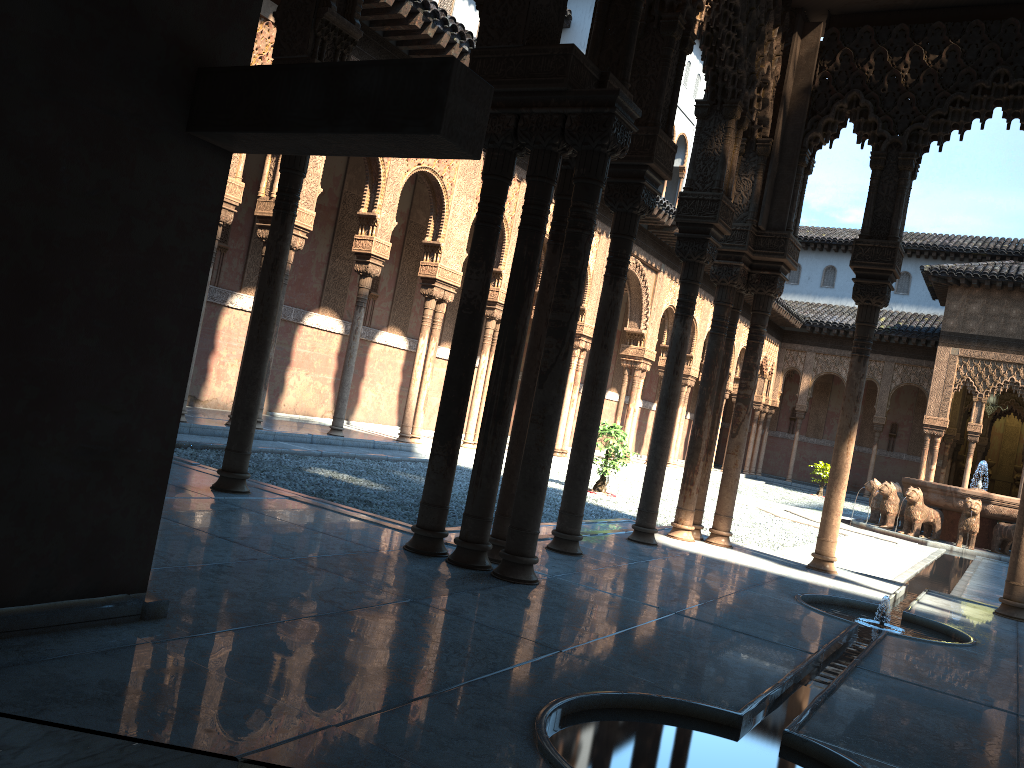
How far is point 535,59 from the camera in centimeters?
547cm

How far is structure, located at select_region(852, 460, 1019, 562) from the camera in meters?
17.2 m

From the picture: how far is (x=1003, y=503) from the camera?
17.2m

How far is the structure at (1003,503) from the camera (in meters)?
17.22
